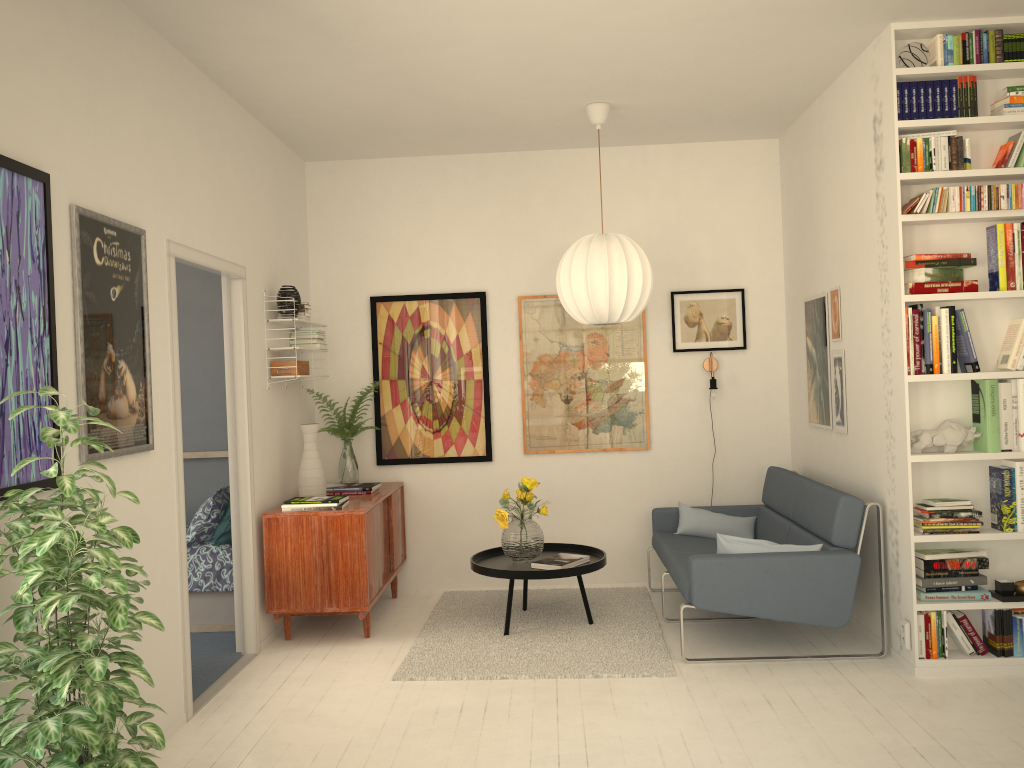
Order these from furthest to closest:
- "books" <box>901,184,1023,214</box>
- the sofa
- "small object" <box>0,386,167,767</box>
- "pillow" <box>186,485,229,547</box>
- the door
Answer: "pillow" <box>186,485,229,547</box>, the sofa, "books" <box>901,184,1023,214</box>, the door, "small object" <box>0,386,167,767</box>

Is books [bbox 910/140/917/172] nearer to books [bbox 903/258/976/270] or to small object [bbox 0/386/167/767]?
books [bbox 903/258/976/270]

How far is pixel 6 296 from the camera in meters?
2.6

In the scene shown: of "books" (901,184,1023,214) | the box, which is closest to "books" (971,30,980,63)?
"books" (901,184,1023,214)

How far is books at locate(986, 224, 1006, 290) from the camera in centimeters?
394cm

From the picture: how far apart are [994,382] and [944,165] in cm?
99

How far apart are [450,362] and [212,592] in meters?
2.0

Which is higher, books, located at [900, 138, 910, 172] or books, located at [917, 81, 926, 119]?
books, located at [917, 81, 926, 119]

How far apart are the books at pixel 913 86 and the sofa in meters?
1.8 m

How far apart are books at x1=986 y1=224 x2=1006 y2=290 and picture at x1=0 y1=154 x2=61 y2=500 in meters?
3.8
